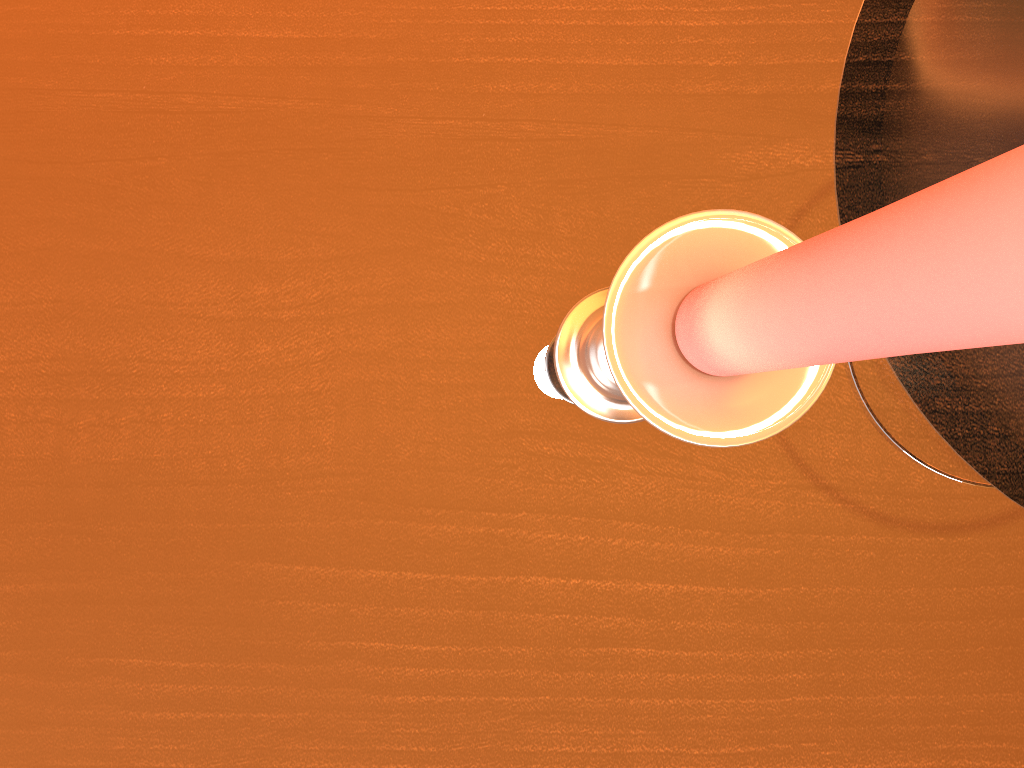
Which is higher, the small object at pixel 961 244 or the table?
the small object at pixel 961 244

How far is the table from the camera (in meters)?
0.28

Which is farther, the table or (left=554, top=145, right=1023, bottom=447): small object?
the table

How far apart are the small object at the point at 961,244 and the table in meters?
0.0 m

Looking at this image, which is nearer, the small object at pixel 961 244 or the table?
the small object at pixel 961 244

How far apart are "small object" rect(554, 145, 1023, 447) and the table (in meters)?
0.00

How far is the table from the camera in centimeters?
28cm

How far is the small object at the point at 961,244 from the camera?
0.06m

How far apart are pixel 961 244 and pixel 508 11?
0.3 meters

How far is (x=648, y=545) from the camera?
0.28m
